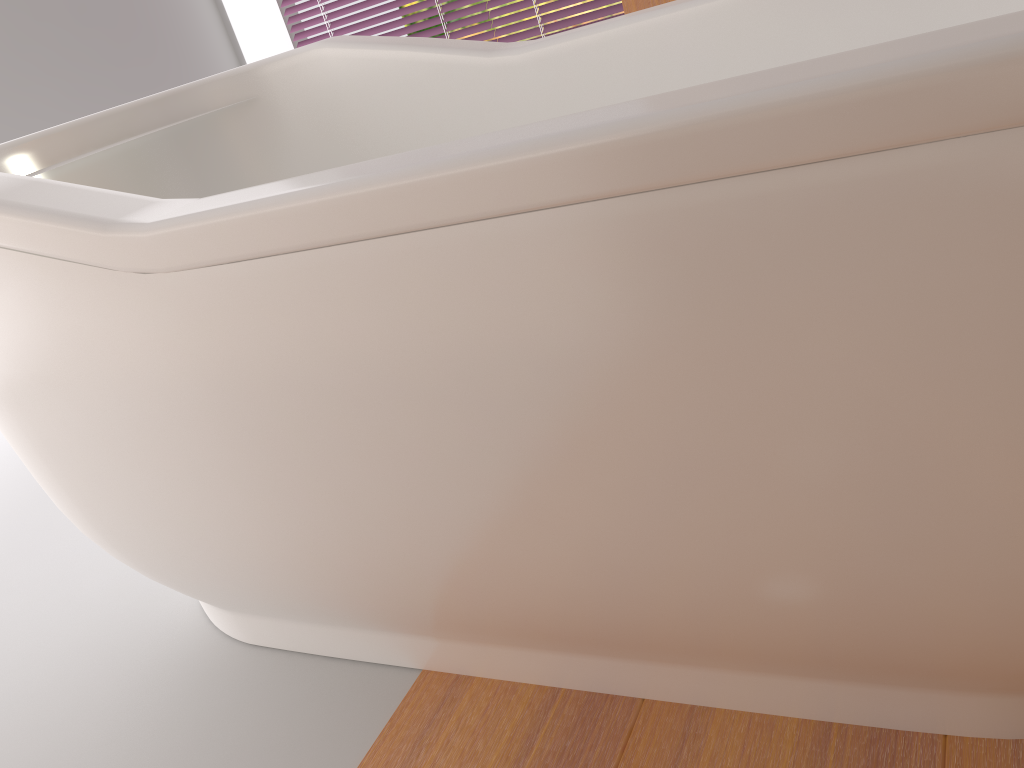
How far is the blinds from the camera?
3.28m

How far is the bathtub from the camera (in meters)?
0.52

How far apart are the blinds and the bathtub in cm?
197

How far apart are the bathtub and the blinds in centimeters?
197cm

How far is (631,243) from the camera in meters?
A: 0.6

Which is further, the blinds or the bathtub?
the blinds

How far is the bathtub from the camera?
0.5m

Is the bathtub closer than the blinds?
Yes
